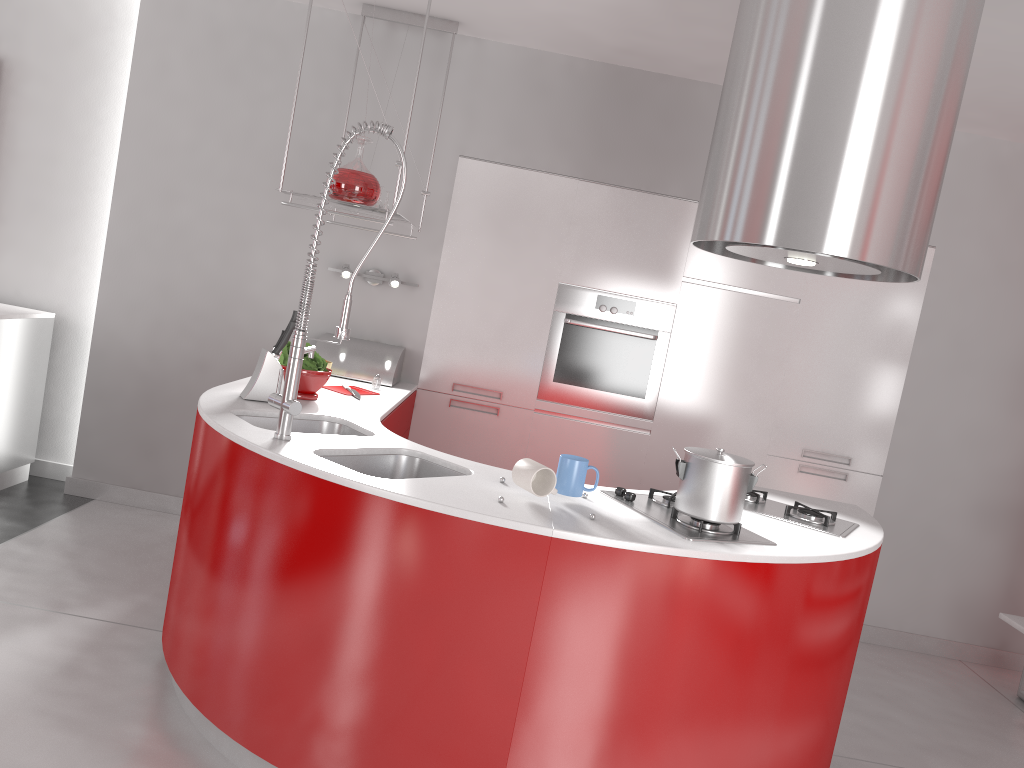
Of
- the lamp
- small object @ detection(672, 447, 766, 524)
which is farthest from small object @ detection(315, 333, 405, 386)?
small object @ detection(672, 447, 766, 524)

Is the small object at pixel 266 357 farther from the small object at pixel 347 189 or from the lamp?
the lamp

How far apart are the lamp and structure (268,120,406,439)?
1.65m

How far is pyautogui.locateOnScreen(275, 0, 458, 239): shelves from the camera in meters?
3.4 m

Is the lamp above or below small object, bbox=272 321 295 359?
above

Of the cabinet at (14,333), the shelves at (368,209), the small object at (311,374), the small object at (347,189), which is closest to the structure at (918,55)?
the shelves at (368,209)

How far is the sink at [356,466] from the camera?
2.6 meters

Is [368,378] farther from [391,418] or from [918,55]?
[918,55]

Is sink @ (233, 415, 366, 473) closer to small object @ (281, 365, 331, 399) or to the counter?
the counter

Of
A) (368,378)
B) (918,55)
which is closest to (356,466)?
(368,378)
